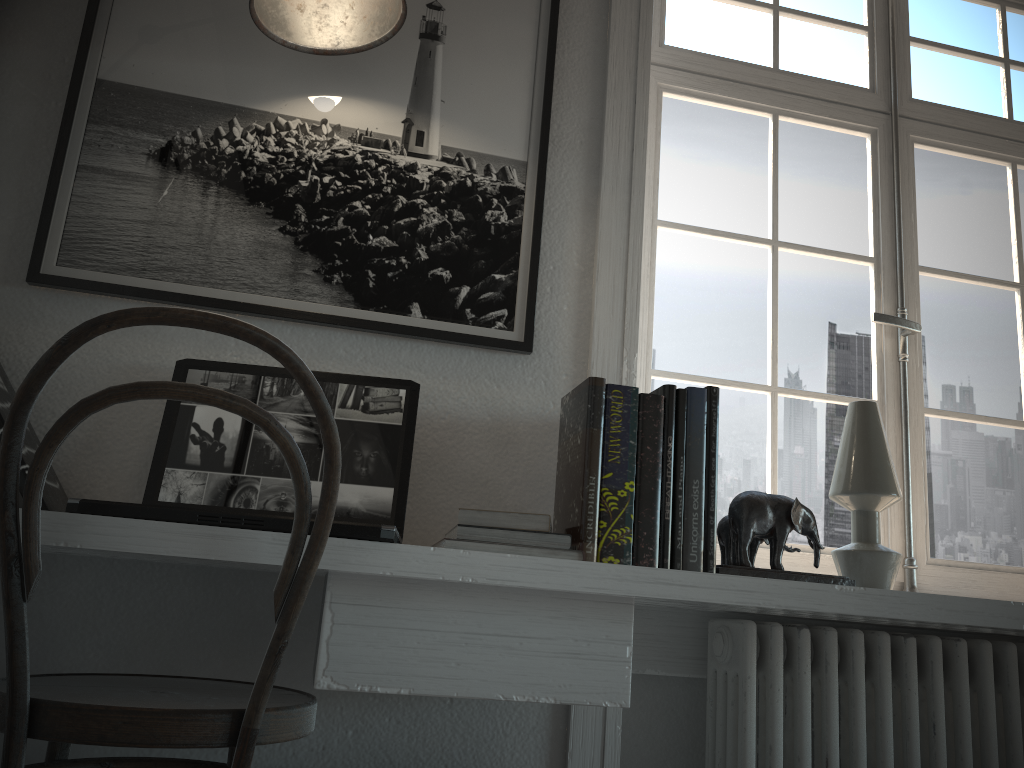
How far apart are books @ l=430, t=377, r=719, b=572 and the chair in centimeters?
22cm

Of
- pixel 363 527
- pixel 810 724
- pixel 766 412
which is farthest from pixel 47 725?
pixel 766 412

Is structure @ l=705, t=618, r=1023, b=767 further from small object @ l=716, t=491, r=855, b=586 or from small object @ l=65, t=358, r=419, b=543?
small object @ l=65, t=358, r=419, b=543

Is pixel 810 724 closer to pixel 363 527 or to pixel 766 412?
pixel 766 412

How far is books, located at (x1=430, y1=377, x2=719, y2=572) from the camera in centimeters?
134cm

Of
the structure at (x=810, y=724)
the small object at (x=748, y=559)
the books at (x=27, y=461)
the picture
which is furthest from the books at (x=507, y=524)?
the books at (x=27, y=461)

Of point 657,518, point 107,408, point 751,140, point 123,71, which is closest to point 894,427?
point 751,140

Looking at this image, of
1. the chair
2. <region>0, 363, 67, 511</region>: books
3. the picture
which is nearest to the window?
the picture

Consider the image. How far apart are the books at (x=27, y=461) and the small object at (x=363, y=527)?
0.1 meters

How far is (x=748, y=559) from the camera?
1.5 meters
